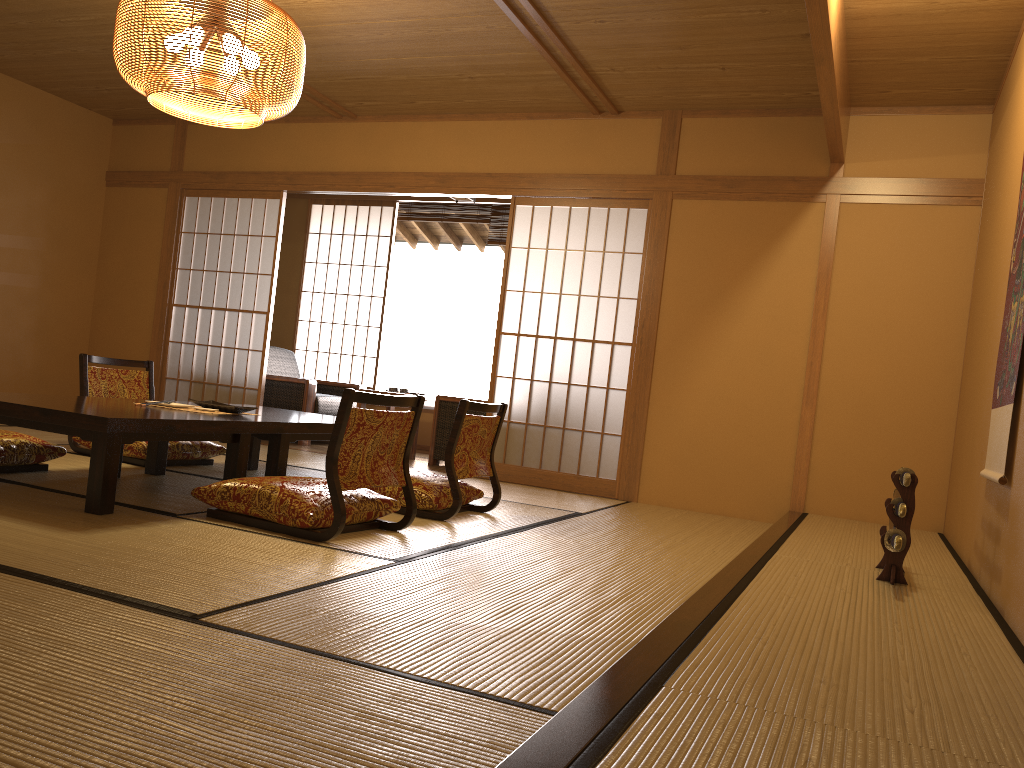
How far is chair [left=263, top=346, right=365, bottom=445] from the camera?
A: 7.0 meters

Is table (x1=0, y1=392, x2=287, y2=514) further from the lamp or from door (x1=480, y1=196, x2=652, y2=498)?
door (x1=480, y1=196, x2=652, y2=498)

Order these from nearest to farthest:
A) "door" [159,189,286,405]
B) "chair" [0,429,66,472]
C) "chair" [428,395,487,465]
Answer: "chair" [0,429,66,472] < "chair" [428,395,487,465] < "door" [159,189,286,405]

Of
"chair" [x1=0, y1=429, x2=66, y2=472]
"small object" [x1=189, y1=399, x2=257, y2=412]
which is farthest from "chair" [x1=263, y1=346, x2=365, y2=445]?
"chair" [x1=0, y1=429, x2=66, y2=472]

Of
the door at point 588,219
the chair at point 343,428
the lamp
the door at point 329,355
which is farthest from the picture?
the door at point 329,355

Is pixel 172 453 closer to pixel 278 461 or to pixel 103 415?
pixel 278 461

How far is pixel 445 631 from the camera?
2.1 meters

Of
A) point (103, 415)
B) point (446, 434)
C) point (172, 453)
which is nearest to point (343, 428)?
point (103, 415)

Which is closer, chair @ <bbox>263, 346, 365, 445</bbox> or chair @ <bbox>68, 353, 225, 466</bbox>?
chair @ <bbox>68, 353, 225, 466</bbox>

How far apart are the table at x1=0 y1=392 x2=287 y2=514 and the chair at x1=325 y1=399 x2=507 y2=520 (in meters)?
0.50
